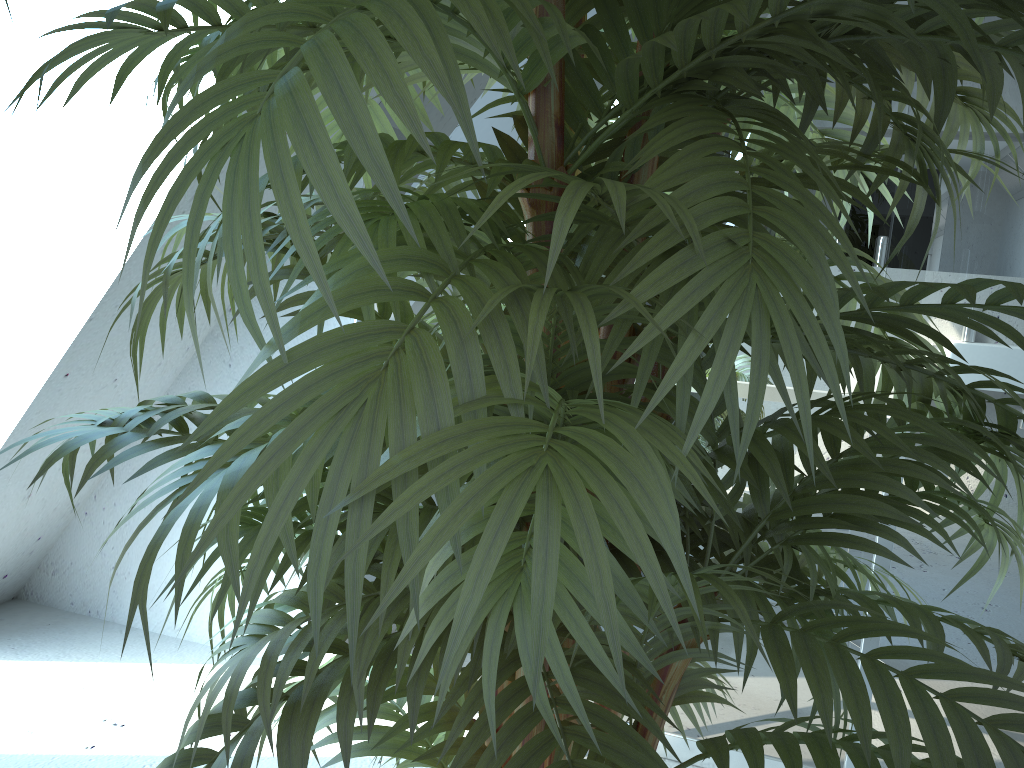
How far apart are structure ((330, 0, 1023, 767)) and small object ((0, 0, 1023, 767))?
0.7m

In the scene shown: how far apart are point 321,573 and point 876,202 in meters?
1.6 m

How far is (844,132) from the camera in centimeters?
98cm

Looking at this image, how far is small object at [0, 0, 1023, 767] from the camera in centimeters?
36cm

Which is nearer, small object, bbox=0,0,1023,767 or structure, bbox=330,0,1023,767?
small object, bbox=0,0,1023,767

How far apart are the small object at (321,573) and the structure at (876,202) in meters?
0.7 m

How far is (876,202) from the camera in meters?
1.7

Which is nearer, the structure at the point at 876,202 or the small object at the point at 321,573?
the small object at the point at 321,573

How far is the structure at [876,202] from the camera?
1.7 meters
